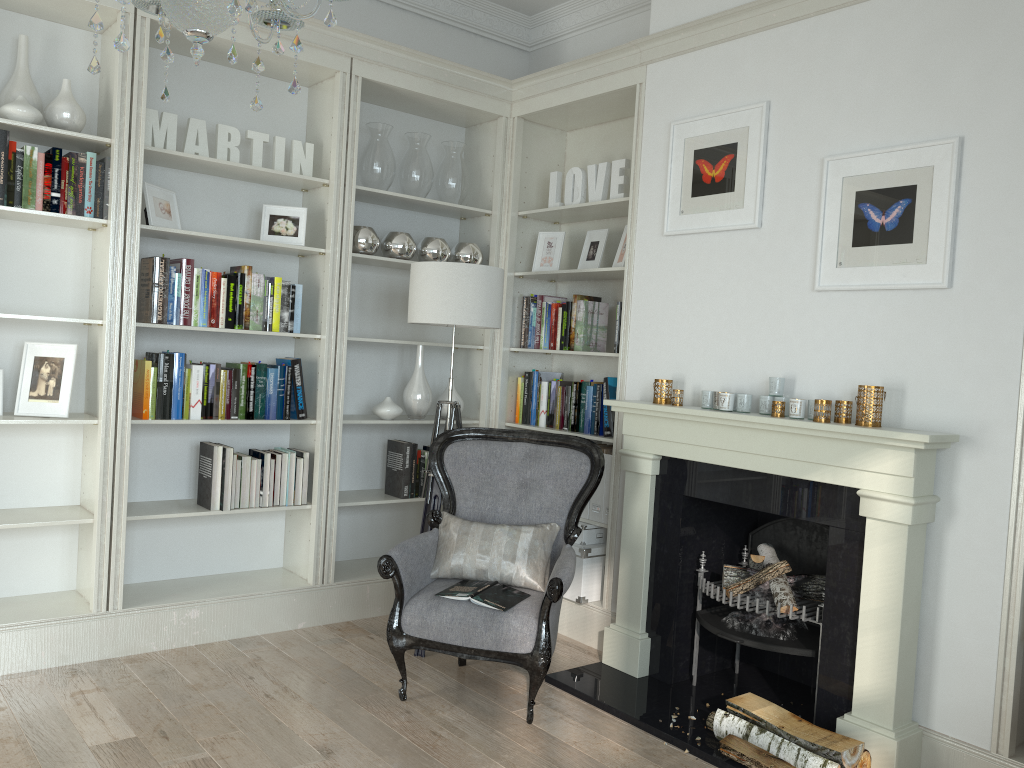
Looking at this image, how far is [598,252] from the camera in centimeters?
453cm

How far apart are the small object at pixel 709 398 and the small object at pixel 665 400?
0.22m

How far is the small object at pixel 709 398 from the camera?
3.6 meters

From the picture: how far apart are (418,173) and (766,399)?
2.2 meters

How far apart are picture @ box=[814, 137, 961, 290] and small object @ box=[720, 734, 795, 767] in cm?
163

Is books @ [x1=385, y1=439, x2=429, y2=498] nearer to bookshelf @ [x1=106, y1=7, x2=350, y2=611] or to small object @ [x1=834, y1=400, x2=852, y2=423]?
bookshelf @ [x1=106, y1=7, x2=350, y2=611]

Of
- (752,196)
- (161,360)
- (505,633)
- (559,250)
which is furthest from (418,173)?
(505,633)

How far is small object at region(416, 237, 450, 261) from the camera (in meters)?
4.59

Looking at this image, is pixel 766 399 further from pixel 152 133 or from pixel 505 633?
pixel 152 133

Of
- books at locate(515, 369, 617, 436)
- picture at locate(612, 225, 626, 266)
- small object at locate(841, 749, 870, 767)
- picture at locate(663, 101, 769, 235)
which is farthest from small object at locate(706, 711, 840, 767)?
picture at locate(612, 225, 626, 266)
